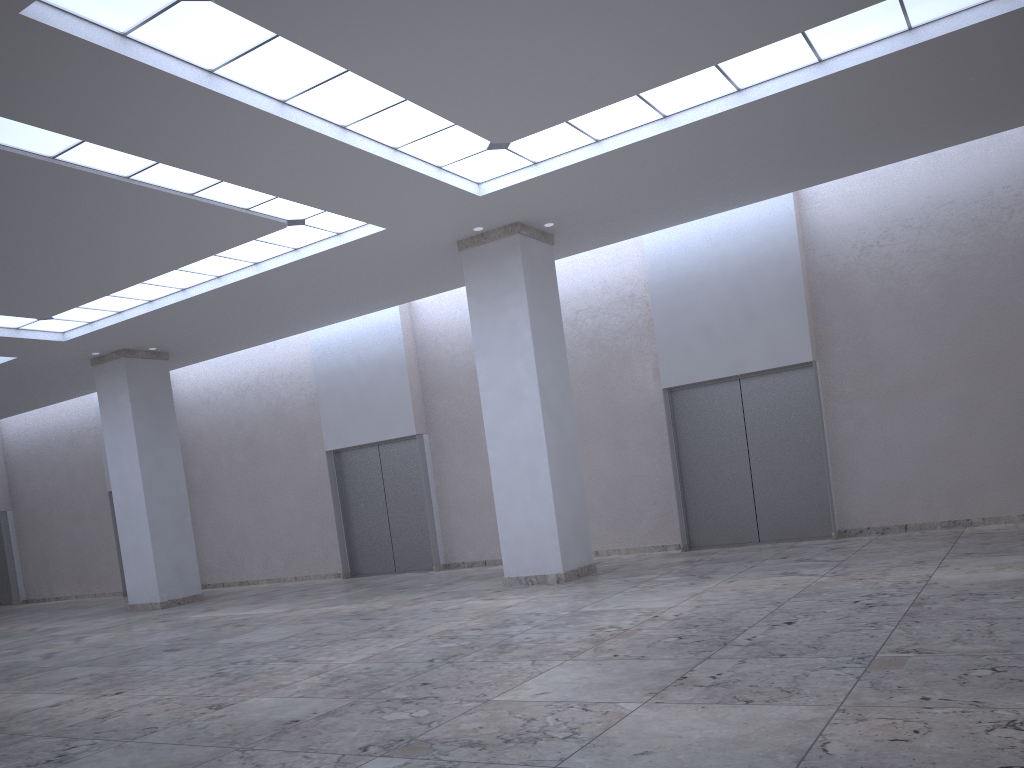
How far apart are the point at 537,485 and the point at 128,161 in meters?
22.1
